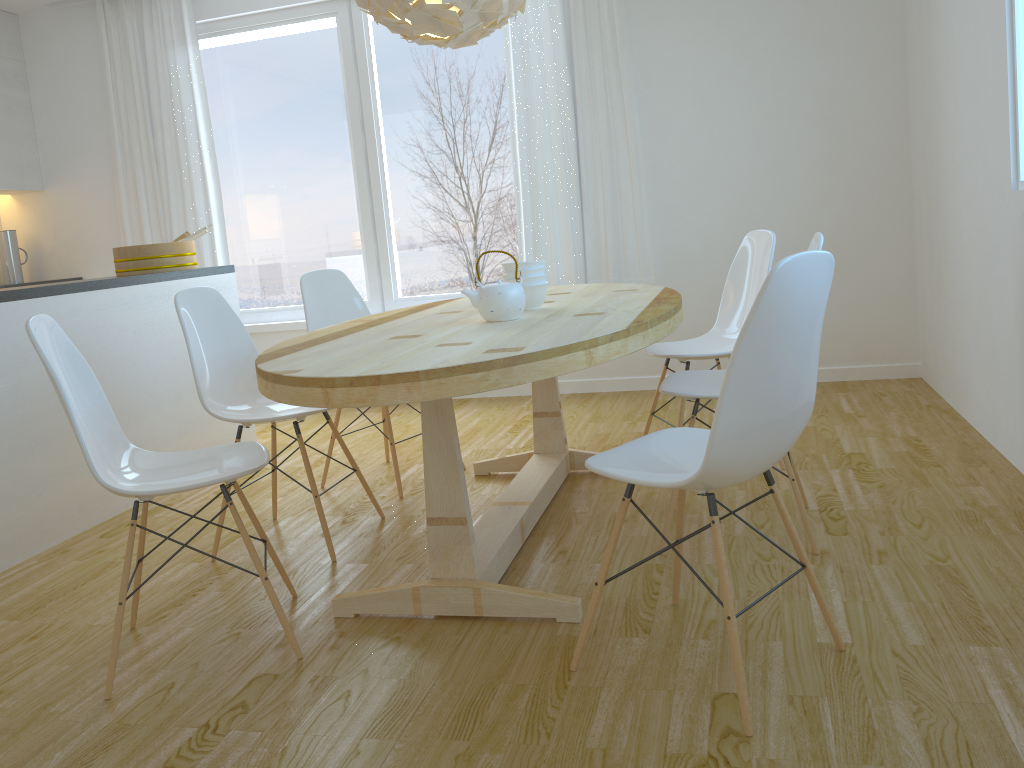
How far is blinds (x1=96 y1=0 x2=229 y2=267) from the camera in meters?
5.4

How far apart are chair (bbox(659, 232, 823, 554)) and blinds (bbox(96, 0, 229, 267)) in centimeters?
367cm

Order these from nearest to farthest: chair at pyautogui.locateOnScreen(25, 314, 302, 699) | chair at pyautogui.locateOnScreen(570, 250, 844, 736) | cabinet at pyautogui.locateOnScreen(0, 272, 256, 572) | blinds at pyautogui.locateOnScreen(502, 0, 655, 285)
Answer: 1. chair at pyautogui.locateOnScreen(570, 250, 844, 736)
2. chair at pyautogui.locateOnScreen(25, 314, 302, 699)
3. cabinet at pyautogui.locateOnScreen(0, 272, 256, 572)
4. blinds at pyautogui.locateOnScreen(502, 0, 655, 285)

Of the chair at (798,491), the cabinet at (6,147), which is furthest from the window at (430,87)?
the chair at (798,491)

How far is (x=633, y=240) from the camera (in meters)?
4.91

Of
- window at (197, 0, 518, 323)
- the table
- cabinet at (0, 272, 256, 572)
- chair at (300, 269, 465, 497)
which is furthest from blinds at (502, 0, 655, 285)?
cabinet at (0, 272, 256, 572)

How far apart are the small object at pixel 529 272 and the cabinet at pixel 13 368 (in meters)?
1.76

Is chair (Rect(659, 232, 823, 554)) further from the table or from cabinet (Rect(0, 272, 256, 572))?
cabinet (Rect(0, 272, 256, 572))

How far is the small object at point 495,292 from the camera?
2.58m

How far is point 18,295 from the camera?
3.2m
